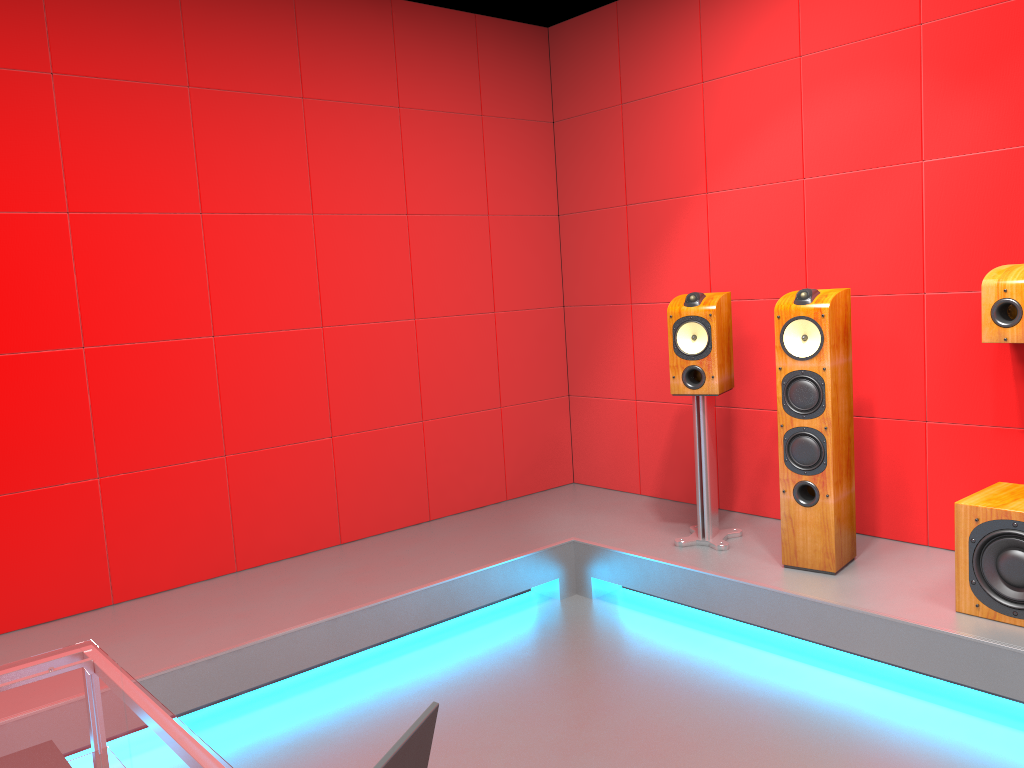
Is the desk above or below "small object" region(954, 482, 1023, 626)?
above

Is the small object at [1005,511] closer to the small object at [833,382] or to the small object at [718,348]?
the small object at [833,382]

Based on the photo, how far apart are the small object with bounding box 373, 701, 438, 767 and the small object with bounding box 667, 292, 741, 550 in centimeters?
287cm

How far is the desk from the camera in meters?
1.4

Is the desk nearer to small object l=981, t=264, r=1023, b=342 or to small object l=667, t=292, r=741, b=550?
small object l=667, t=292, r=741, b=550

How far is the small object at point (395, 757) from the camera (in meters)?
0.78

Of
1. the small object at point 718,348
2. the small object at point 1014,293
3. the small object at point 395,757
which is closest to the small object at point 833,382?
the small object at point 718,348

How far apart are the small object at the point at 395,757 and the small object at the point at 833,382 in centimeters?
263cm

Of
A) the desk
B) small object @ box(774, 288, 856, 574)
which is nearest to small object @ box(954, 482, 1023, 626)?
small object @ box(774, 288, 856, 574)

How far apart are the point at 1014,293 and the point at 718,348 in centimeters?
106cm
